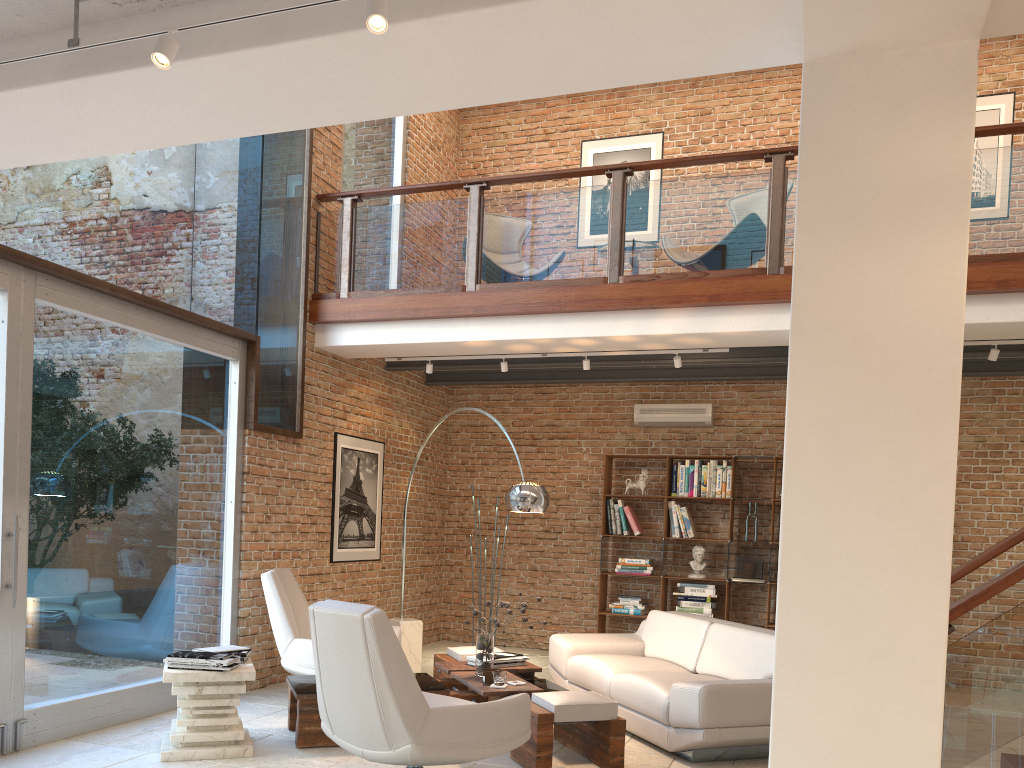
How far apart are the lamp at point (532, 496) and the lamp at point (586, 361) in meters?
1.6

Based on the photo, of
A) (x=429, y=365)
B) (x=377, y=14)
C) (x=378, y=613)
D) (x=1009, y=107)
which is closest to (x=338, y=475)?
(x=429, y=365)

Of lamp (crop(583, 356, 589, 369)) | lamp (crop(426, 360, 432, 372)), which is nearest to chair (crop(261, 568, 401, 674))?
lamp (crop(426, 360, 432, 372))

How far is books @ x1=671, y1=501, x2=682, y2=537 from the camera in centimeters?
886cm

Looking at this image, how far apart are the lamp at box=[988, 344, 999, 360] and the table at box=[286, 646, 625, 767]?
3.9 meters

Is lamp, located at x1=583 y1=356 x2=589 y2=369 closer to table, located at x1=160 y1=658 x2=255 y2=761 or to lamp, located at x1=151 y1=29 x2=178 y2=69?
table, located at x1=160 y1=658 x2=255 y2=761

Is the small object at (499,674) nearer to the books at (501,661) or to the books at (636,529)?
the books at (501,661)

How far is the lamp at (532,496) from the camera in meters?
6.1 m

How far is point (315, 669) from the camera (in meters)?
4.15

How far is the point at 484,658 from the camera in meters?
5.5 m
